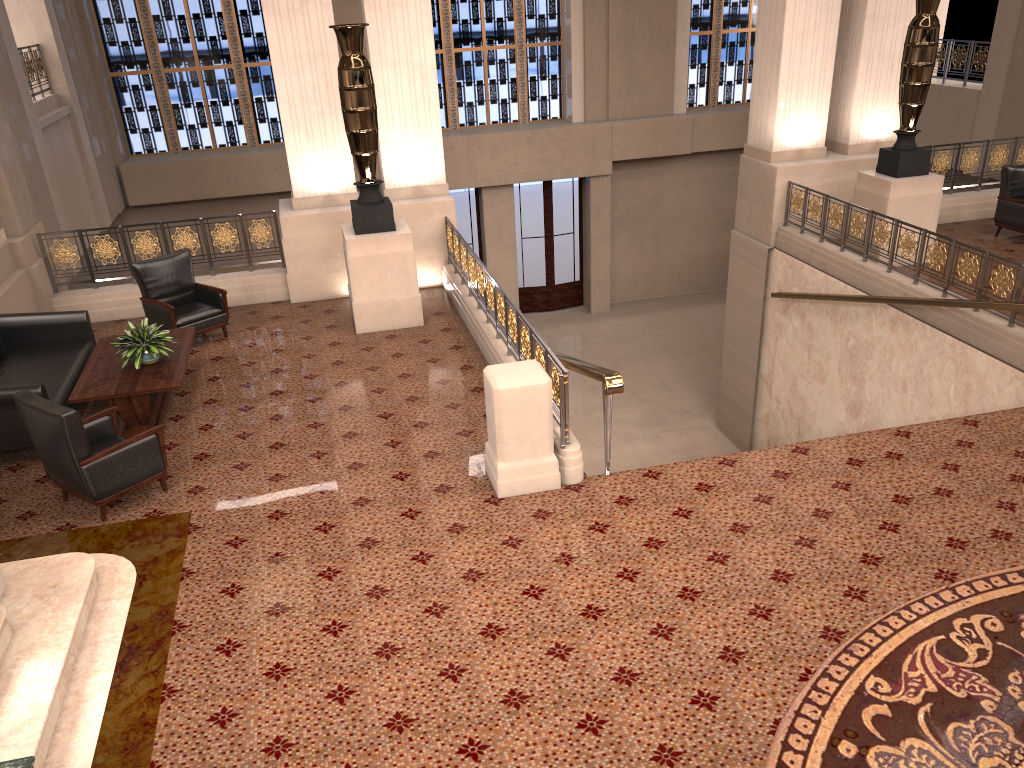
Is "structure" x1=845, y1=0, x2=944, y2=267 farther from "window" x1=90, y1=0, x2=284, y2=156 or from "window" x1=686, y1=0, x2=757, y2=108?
"window" x1=90, y1=0, x2=284, y2=156

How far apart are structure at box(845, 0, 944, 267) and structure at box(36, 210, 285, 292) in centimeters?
702cm

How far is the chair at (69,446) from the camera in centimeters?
562cm

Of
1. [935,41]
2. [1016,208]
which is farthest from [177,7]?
[1016,208]

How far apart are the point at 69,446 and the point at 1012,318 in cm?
750

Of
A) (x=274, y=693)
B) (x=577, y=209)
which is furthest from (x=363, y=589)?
(x=577, y=209)

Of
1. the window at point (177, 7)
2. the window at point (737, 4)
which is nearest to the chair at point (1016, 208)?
the window at point (737, 4)

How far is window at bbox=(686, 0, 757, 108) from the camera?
17.7 meters

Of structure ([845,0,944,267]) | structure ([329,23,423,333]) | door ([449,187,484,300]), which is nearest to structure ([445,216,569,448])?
structure ([329,23,423,333])

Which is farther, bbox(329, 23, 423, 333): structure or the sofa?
bbox(329, 23, 423, 333): structure
